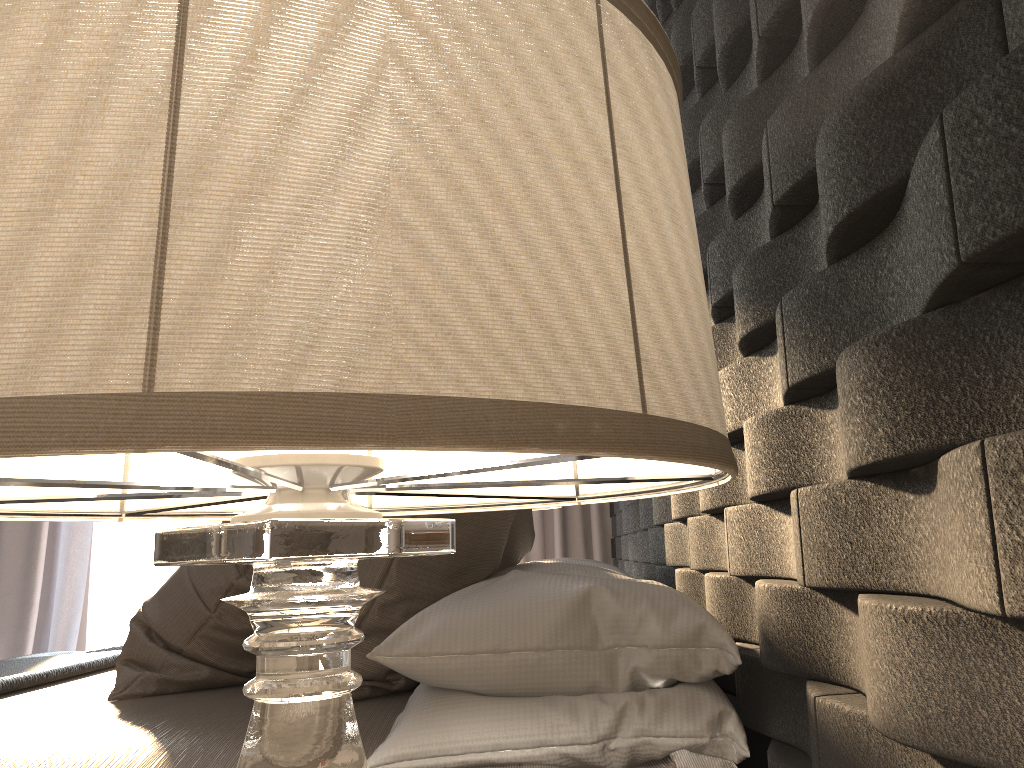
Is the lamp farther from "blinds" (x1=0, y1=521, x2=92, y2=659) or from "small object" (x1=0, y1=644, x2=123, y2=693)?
"blinds" (x1=0, y1=521, x2=92, y2=659)

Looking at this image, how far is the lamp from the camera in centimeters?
28cm

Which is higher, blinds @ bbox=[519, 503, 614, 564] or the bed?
blinds @ bbox=[519, 503, 614, 564]

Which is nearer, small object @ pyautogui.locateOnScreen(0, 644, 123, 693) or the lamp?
the lamp

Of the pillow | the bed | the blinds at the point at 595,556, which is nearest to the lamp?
the bed

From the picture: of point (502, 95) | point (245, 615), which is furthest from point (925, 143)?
point (245, 615)

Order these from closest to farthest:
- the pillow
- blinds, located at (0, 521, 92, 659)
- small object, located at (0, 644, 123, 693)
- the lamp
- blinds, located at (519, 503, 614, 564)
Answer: the lamp < the pillow < small object, located at (0, 644, 123, 693) < blinds, located at (0, 521, 92, 659) < blinds, located at (519, 503, 614, 564)

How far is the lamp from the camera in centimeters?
28cm

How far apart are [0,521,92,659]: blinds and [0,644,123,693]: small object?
1.6 meters

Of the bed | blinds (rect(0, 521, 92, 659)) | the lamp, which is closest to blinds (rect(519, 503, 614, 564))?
blinds (rect(0, 521, 92, 659))
